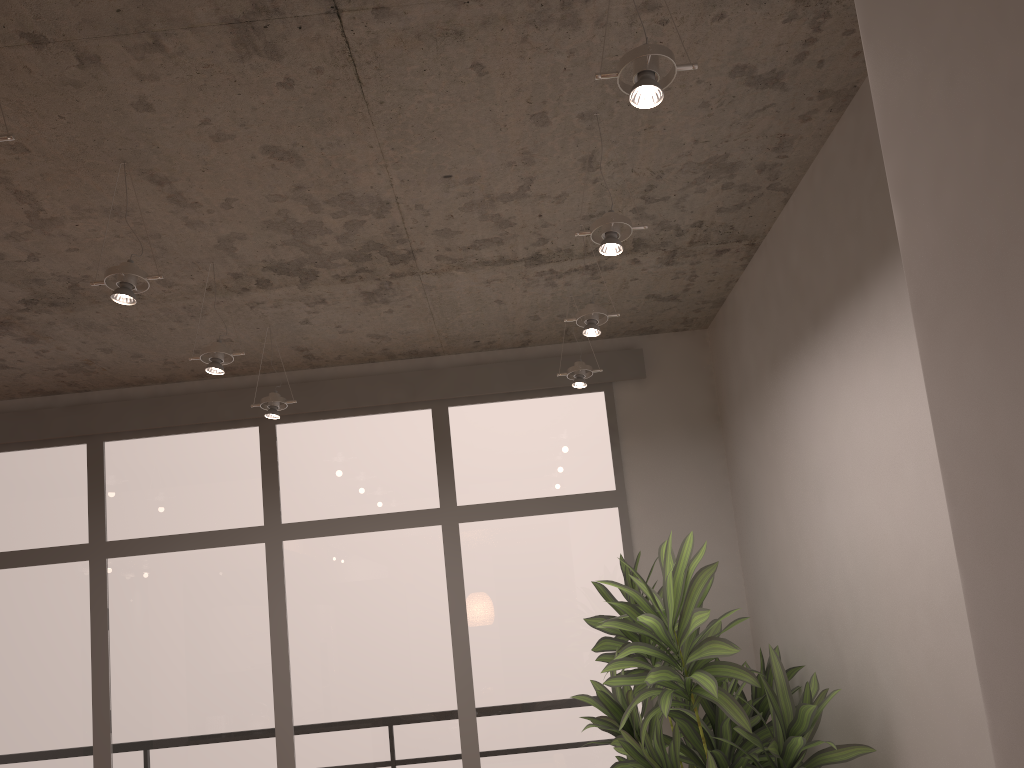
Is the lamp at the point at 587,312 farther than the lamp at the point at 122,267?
Yes

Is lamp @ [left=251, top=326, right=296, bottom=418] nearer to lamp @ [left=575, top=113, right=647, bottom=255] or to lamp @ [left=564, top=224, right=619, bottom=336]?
lamp @ [left=564, top=224, right=619, bottom=336]

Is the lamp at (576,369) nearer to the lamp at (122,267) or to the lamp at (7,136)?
the lamp at (122,267)

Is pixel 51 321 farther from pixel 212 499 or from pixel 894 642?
pixel 894 642

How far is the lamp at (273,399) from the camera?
4.34m

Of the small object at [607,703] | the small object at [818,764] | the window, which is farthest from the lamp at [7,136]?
the window

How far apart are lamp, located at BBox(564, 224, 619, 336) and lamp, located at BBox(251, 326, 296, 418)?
1.6m

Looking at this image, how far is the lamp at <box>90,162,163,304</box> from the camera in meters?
2.8

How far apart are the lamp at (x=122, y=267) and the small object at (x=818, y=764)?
2.0 meters

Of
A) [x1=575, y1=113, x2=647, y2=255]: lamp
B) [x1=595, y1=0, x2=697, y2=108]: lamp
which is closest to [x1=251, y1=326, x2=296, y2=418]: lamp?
[x1=575, y1=113, x2=647, y2=255]: lamp
